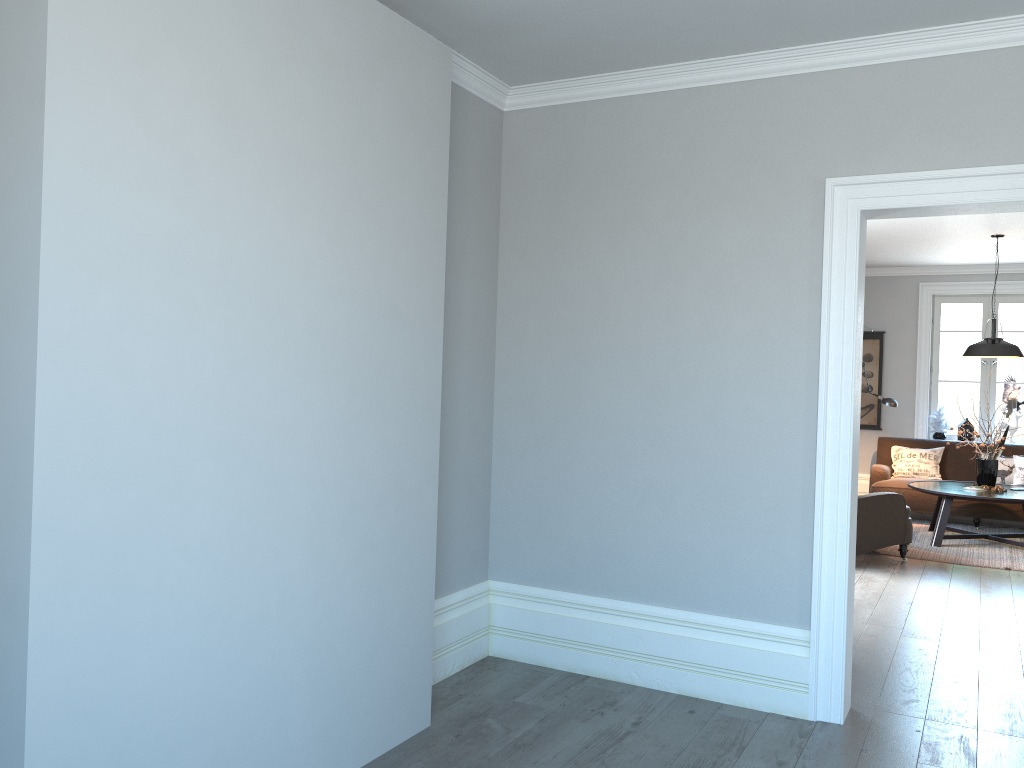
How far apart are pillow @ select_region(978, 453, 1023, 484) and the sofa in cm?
22

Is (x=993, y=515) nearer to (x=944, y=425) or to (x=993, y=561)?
(x=944, y=425)

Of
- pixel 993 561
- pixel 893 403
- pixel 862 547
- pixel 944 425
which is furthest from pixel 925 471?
pixel 862 547

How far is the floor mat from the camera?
7.0m

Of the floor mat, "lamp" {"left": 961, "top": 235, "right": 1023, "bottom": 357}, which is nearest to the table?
the floor mat

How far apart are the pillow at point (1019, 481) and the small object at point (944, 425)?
1.0m

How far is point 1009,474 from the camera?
8.8m

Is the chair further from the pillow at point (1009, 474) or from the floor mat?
the pillow at point (1009, 474)

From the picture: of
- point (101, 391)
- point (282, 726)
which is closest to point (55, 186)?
point (101, 391)

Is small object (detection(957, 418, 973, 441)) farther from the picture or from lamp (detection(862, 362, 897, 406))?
lamp (detection(862, 362, 897, 406))
